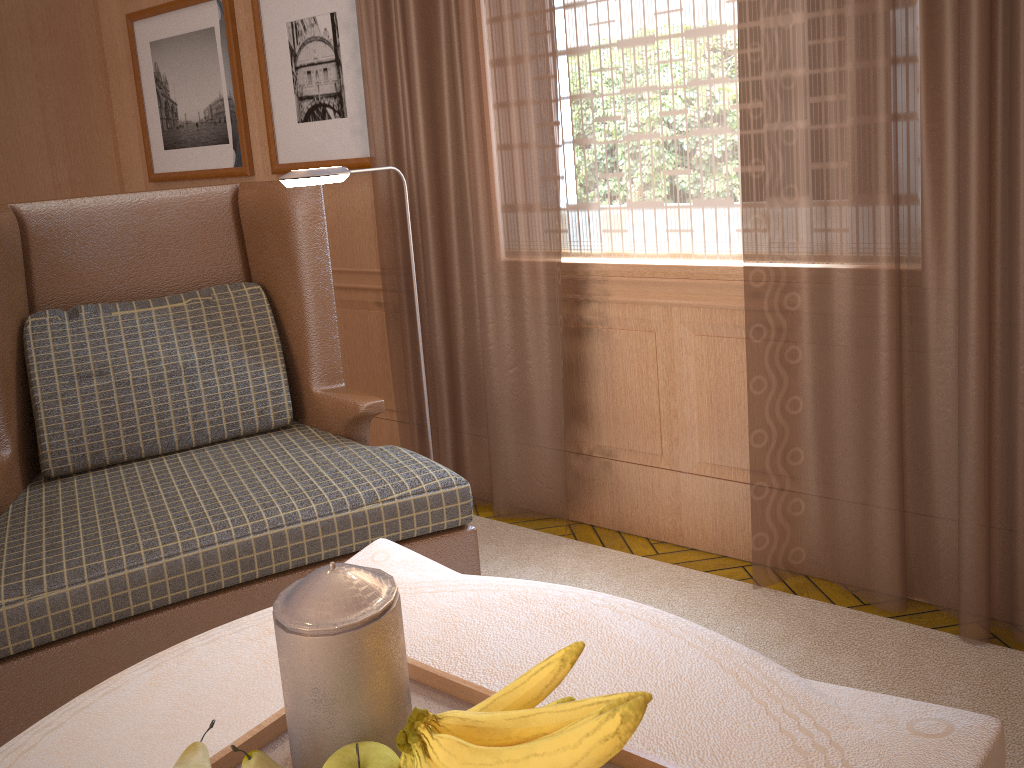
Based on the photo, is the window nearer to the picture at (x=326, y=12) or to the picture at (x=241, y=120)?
the picture at (x=326, y=12)

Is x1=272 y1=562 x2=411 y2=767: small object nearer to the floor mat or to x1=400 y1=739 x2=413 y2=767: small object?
x1=400 y1=739 x2=413 y2=767: small object

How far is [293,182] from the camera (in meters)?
3.33

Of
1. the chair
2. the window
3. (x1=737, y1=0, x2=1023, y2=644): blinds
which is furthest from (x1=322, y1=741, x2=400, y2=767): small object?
the window

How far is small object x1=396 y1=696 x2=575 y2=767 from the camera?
1.56m

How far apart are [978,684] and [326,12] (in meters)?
4.67

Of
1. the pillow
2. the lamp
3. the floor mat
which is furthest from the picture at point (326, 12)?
the floor mat

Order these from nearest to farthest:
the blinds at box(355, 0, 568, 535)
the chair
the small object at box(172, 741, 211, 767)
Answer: the small object at box(172, 741, 211, 767) → the chair → the blinds at box(355, 0, 568, 535)

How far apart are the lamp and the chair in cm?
42

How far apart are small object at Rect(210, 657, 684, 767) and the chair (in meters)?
1.35
